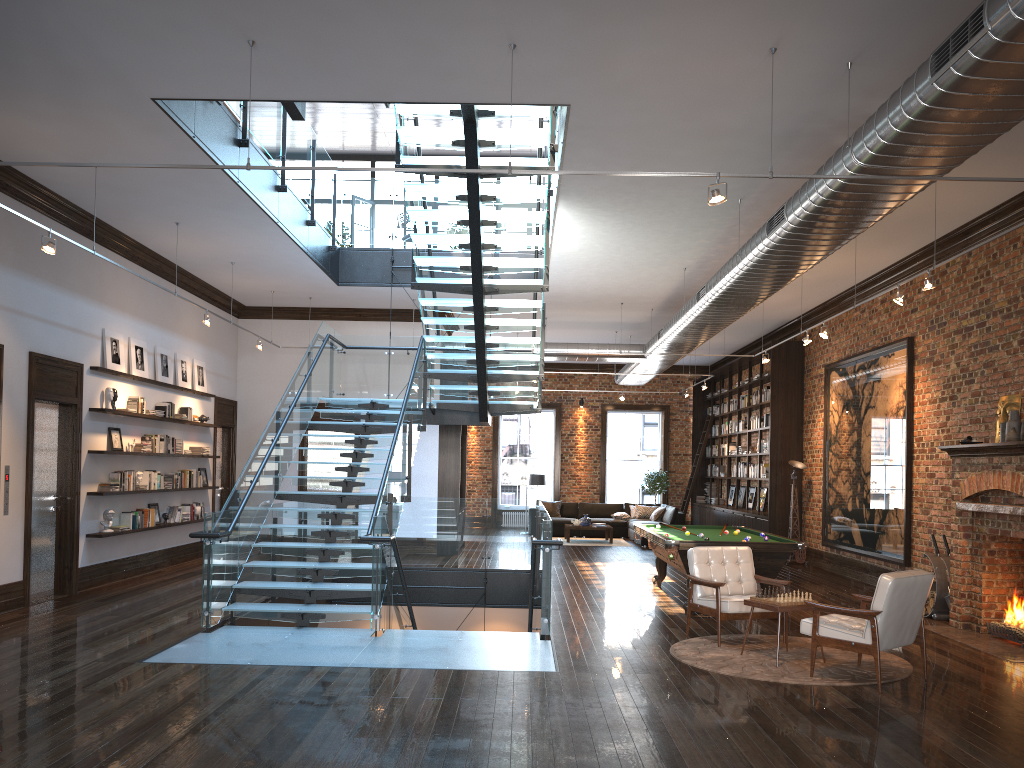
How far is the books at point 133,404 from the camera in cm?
1162

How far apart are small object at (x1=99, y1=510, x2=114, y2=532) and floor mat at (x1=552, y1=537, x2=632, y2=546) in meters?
10.6 m

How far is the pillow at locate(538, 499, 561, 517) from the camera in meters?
21.4

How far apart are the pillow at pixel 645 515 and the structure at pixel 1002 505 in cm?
1198

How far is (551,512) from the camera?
21.42m

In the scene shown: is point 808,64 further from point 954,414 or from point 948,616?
point 948,616

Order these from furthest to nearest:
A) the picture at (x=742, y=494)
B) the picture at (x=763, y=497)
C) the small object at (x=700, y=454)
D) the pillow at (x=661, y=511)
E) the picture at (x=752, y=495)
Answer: the small object at (x=700, y=454) < the pillow at (x=661, y=511) < the picture at (x=742, y=494) < the picture at (x=752, y=495) < the picture at (x=763, y=497)

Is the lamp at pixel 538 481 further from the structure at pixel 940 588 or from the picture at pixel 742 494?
the structure at pixel 940 588

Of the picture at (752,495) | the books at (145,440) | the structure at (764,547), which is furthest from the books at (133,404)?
the picture at (752,495)

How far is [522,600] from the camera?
13.85m
